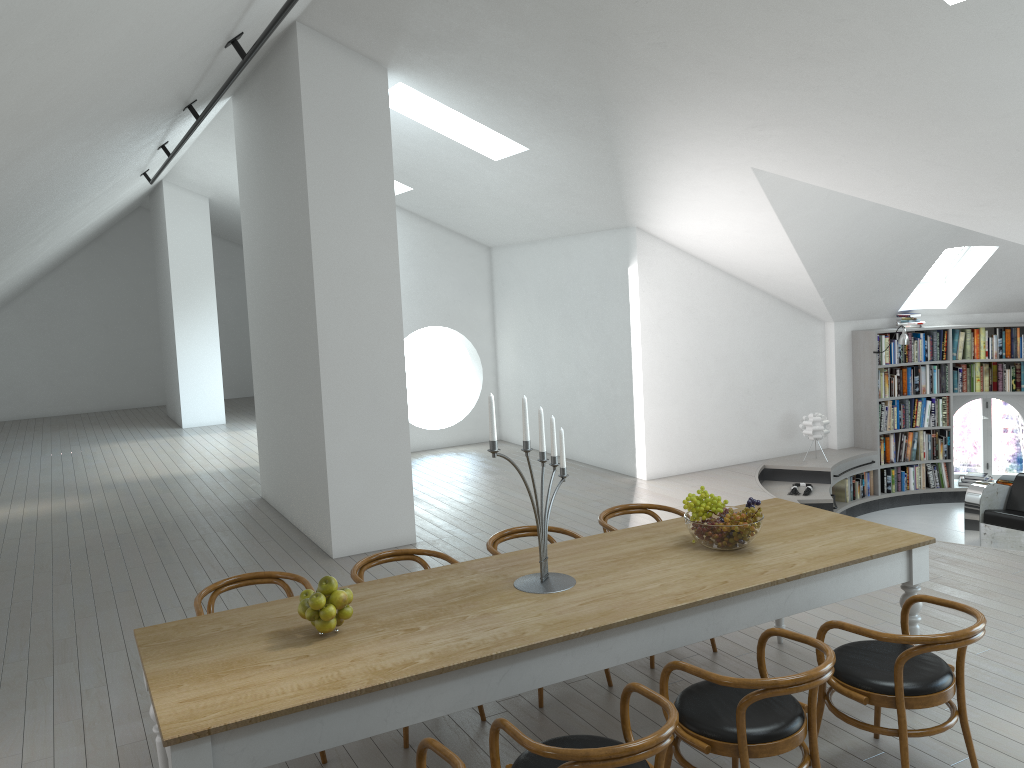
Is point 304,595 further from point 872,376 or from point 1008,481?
point 1008,481

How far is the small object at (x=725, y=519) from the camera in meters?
4.0

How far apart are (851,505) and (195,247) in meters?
11.0

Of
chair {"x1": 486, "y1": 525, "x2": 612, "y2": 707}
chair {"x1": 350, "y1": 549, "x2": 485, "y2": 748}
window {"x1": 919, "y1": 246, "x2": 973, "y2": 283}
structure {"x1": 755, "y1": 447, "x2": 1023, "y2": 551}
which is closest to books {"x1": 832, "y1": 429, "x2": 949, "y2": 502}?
structure {"x1": 755, "y1": 447, "x2": 1023, "y2": 551}

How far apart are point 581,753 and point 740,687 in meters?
0.7

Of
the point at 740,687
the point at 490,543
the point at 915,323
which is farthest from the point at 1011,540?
the point at 740,687

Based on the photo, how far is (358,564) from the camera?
4.43m

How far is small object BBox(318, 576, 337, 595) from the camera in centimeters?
329cm

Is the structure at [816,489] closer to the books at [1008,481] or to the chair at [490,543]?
the books at [1008,481]

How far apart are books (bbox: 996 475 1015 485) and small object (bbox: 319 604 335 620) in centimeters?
944cm
